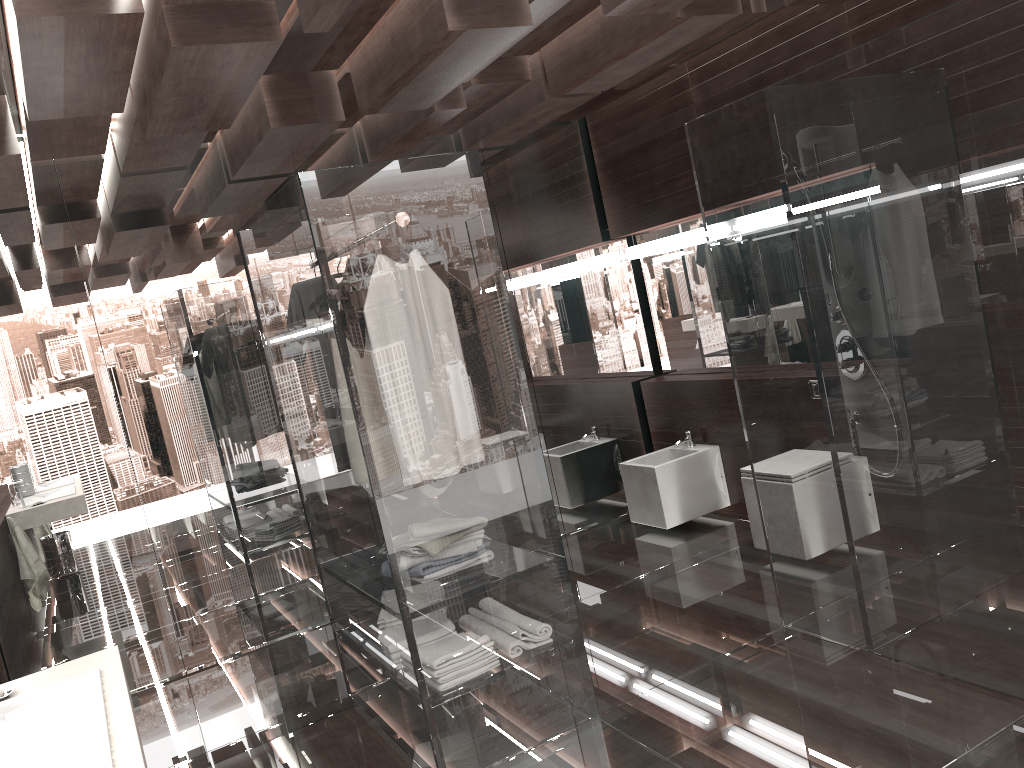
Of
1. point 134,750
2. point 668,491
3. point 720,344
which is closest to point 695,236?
point 720,344

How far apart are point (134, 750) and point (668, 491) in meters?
3.6 m

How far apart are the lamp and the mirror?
0.1 meters

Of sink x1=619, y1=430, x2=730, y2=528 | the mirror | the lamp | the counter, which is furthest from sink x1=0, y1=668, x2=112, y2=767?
the mirror

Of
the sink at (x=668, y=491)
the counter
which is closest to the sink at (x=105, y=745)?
the counter

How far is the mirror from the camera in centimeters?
519cm

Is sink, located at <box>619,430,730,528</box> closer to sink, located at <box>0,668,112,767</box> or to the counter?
the counter

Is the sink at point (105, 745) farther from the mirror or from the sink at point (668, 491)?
the mirror

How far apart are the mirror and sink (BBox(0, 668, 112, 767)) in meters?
3.9 m

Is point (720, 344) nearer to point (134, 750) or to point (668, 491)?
point (668, 491)
